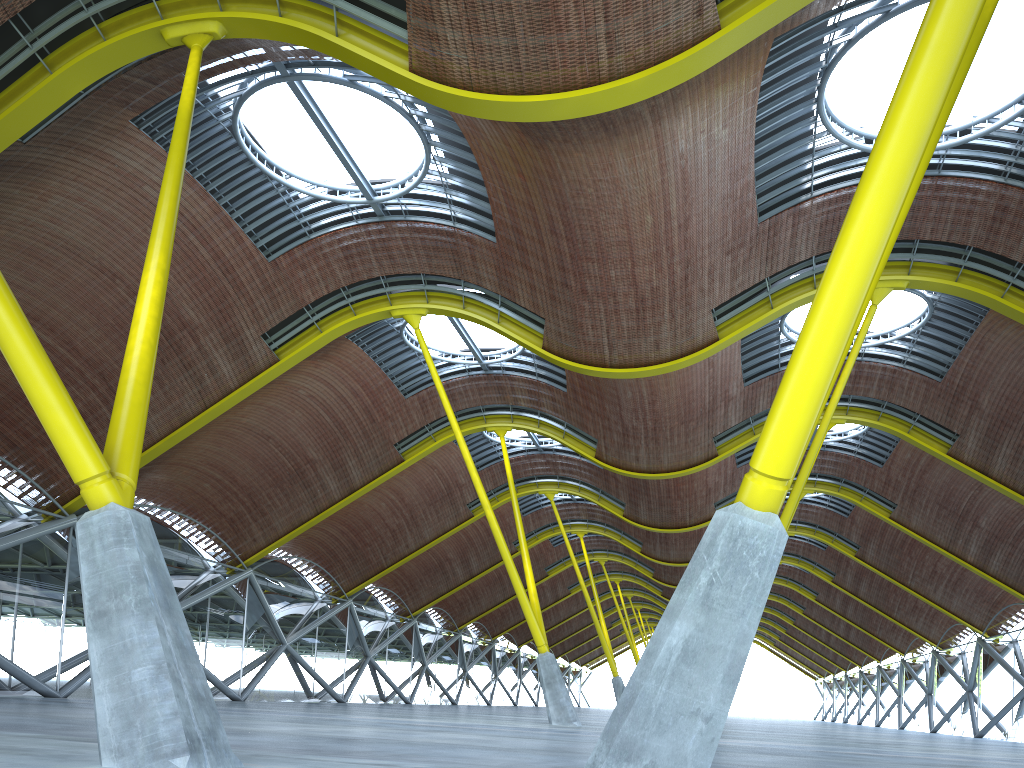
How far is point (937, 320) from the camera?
30.38m
